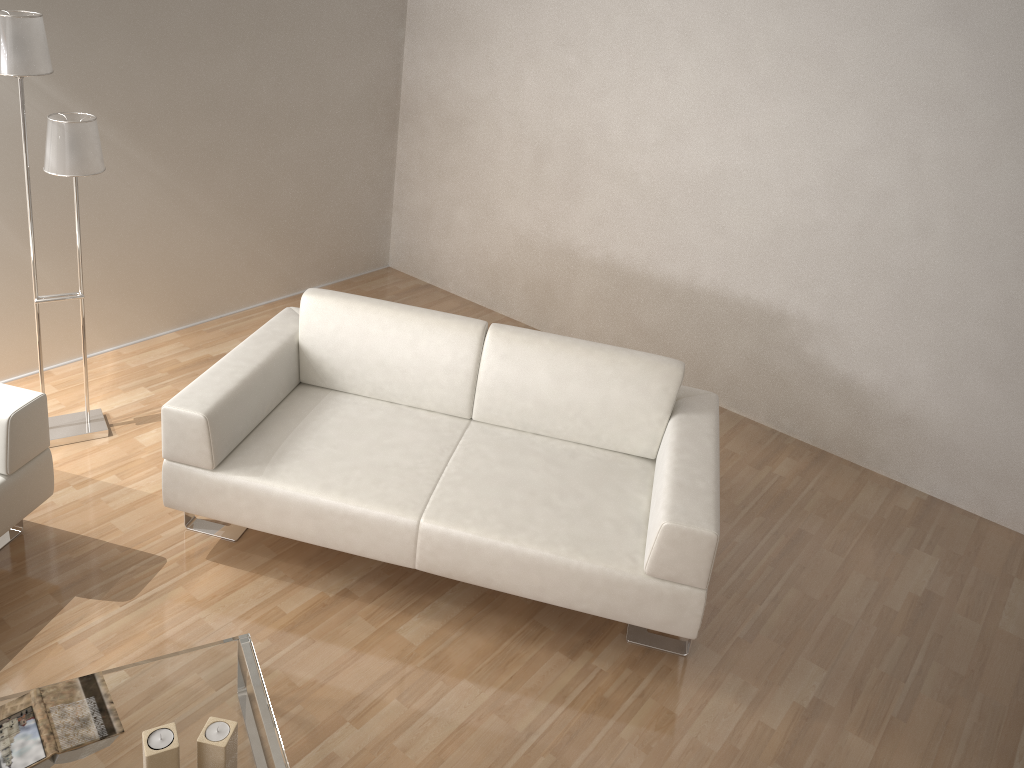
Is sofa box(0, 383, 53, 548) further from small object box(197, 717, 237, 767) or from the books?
small object box(197, 717, 237, 767)

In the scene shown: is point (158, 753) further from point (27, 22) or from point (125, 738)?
point (27, 22)

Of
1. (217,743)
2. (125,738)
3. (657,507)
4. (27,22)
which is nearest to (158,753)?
(217,743)

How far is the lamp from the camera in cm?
283

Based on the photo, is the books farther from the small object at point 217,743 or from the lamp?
the lamp

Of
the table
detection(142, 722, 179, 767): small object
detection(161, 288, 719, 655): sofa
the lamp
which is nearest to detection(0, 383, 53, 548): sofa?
detection(161, 288, 719, 655): sofa

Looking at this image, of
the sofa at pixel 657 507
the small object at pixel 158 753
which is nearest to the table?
the small object at pixel 158 753

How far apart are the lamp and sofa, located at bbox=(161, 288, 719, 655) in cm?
70

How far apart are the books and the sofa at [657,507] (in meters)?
0.88

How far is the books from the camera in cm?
204
